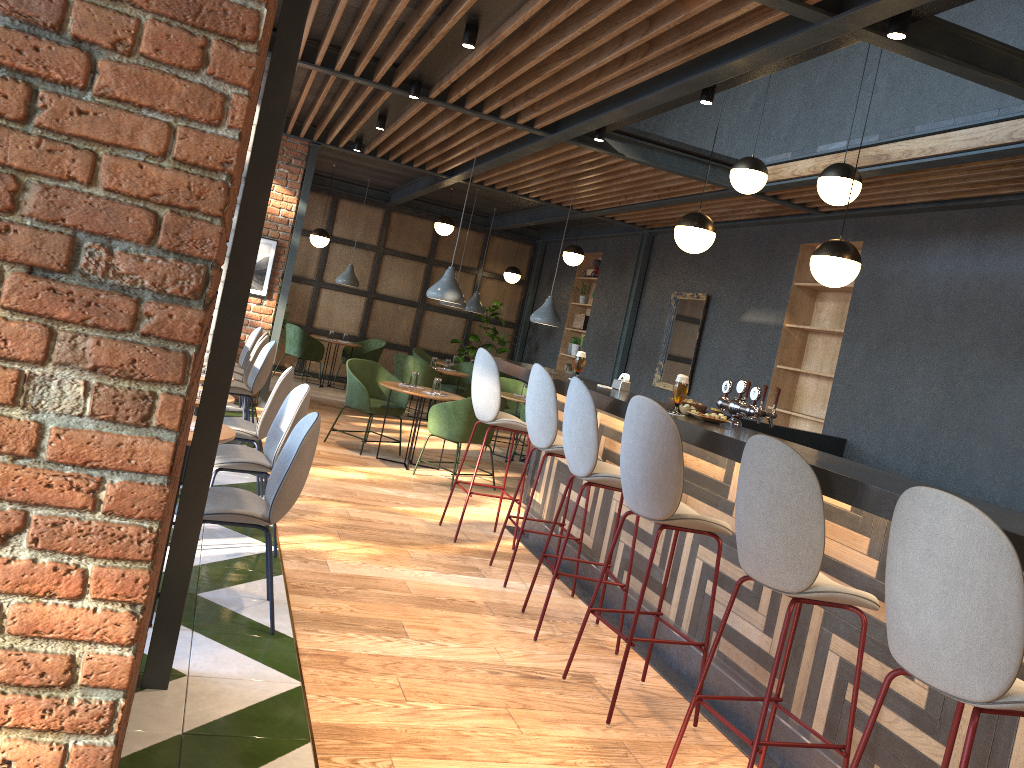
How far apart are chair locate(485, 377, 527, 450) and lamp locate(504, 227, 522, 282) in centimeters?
357cm

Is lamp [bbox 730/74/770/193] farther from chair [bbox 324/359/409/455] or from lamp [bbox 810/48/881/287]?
chair [bbox 324/359/409/455]

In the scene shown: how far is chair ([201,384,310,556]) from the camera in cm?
449

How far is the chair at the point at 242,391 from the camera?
7.3m

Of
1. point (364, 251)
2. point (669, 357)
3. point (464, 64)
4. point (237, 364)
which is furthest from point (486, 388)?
point (364, 251)

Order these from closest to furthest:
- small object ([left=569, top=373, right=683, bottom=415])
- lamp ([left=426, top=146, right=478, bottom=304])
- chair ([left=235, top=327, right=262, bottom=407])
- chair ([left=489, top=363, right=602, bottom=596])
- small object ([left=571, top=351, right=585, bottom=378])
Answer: chair ([left=489, top=363, right=602, bottom=596]) < small object ([left=569, top=373, right=683, bottom=415]) < small object ([left=571, top=351, right=585, bottom=378]) < lamp ([left=426, top=146, right=478, bottom=304]) < chair ([left=235, top=327, right=262, bottom=407])

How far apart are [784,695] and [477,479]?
4.9 meters

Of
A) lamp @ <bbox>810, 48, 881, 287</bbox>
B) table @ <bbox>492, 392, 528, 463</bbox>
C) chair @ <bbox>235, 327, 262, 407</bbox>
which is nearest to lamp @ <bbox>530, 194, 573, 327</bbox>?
table @ <bbox>492, 392, 528, 463</bbox>

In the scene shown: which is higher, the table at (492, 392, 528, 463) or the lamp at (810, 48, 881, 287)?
the lamp at (810, 48, 881, 287)

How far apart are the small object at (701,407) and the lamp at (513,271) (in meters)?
9.61
